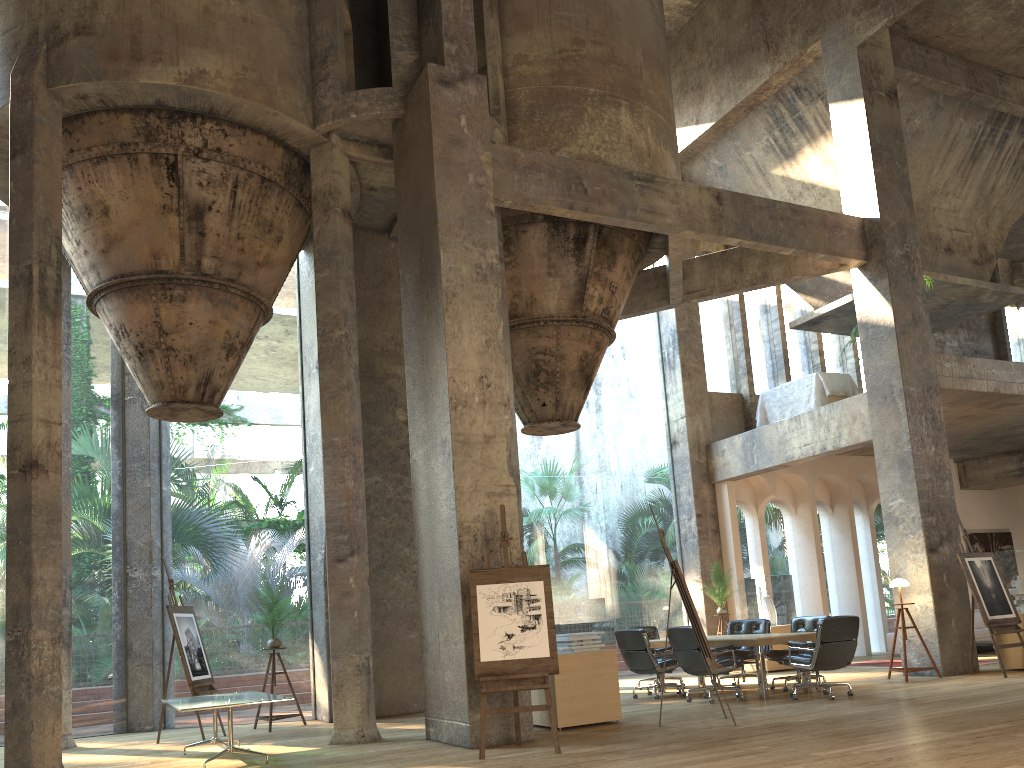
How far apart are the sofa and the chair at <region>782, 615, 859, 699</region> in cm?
659

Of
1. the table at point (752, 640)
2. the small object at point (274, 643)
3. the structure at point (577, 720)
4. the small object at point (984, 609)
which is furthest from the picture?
the small object at point (274, 643)

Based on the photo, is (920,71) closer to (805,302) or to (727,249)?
(727,249)

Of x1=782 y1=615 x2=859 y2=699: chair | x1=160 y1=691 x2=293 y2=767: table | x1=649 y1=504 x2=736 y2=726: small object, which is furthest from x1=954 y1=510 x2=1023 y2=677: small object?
x1=160 y1=691 x2=293 y2=767: table

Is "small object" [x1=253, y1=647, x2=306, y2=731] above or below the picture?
below

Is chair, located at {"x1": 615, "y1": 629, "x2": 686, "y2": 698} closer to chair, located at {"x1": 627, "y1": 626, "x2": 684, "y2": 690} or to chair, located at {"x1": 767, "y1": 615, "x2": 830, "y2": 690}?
chair, located at {"x1": 767, "y1": 615, "x2": 830, "y2": 690}

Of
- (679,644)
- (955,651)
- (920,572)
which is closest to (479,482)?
(679,644)

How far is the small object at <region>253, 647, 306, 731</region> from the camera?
10.0 meters

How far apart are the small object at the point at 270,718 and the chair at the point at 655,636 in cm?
524

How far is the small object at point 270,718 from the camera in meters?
10.0 m
